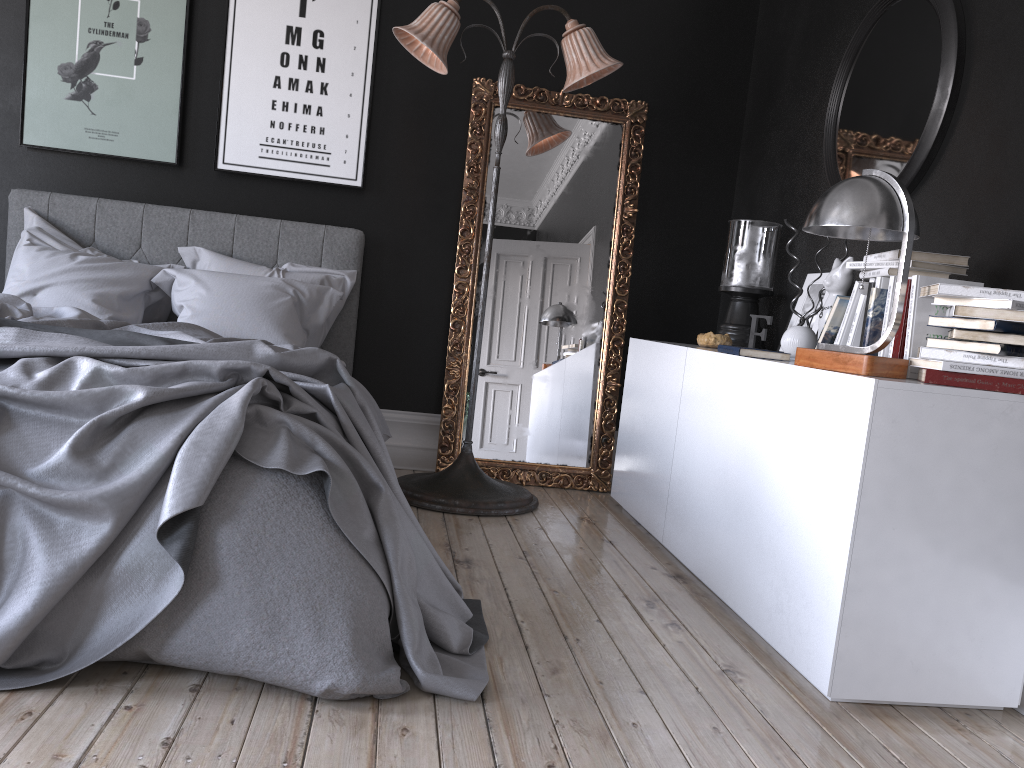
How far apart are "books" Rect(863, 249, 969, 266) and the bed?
1.70m

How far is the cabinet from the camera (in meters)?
2.28

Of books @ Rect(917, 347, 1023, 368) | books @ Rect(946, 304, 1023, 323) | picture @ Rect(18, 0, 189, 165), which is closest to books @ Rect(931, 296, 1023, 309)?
books @ Rect(946, 304, 1023, 323)

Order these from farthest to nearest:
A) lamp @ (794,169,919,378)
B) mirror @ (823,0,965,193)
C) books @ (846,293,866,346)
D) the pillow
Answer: the pillow → mirror @ (823,0,965,193) → books @ (846,293,866,346) → lamp @ (794,169,919,378)

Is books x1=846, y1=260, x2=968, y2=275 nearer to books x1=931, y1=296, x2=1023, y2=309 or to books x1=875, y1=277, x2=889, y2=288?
books x1=875, y1=277, x2=889, y2=288

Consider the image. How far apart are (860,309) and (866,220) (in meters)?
0.58

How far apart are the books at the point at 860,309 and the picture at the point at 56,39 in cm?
354

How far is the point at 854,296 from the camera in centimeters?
298cm

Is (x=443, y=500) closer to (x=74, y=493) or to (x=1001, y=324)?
(x=74, y=493)

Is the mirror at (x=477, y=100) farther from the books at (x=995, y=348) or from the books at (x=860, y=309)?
the books at (x=995, y=348)
